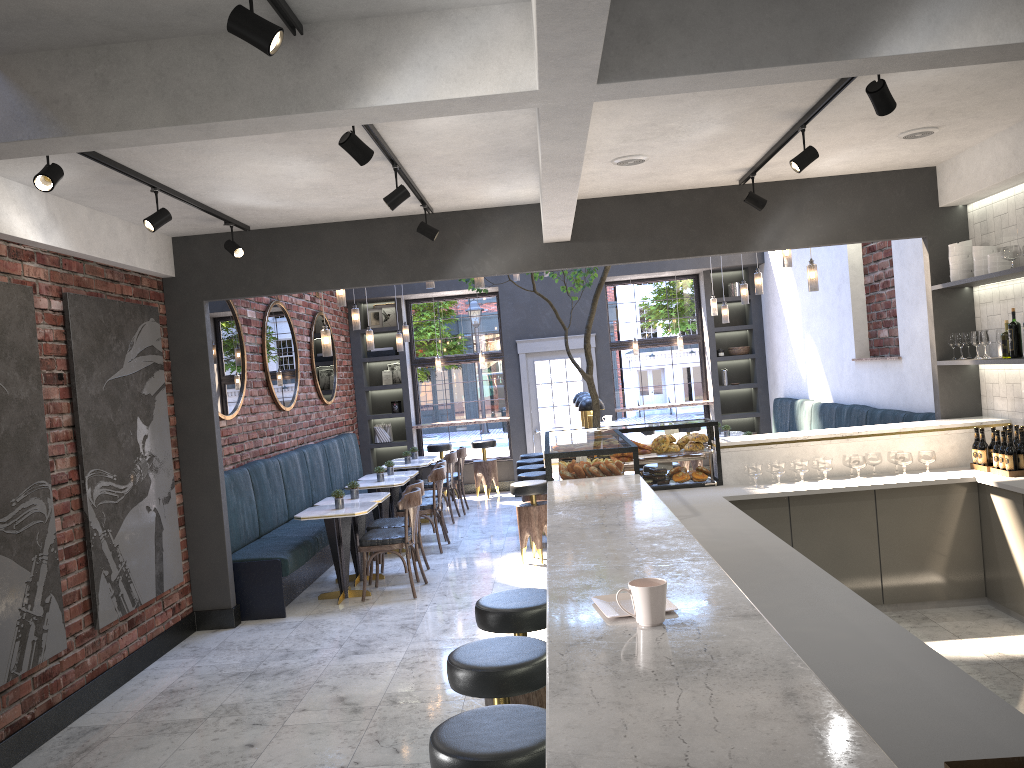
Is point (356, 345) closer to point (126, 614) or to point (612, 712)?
point (126, 614)

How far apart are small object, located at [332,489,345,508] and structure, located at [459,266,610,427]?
2.30m

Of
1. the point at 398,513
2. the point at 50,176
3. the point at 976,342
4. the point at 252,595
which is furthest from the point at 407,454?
the point at 50,176

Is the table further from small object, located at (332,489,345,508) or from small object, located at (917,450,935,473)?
small object, located at (917,450,935,473)

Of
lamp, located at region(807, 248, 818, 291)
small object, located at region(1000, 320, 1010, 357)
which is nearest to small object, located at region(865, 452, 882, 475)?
small object, located at region(1000, 320, 1010, 357)

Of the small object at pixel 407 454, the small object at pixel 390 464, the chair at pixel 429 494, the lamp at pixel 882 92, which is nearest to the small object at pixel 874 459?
the lamp at pixel 882 92

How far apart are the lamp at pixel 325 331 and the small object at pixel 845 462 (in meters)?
4.05

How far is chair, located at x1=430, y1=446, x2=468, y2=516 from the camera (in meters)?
11.37

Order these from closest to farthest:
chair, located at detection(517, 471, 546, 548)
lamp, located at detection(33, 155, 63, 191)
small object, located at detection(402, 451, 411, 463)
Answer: lamp, located at detection(33, 155, 63, 191) < chair, located at detection(517, 471, 546, 548) < small object, located at detection(402, 451, 411, 463)

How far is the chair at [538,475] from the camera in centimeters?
874cm
